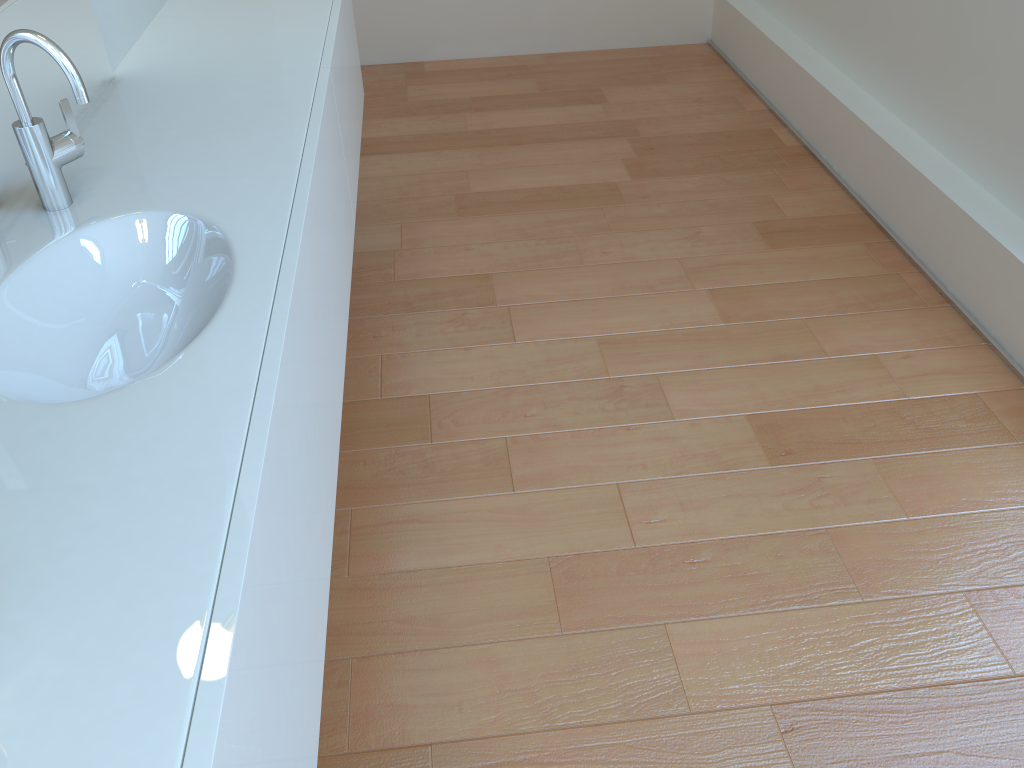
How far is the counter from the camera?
0.7m

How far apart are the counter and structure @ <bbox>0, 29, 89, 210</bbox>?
0.0m

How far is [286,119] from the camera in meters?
1.6 m

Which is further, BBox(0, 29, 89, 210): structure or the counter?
BBox(0, 29, 89, 210): structure

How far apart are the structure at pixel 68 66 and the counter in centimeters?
1cm

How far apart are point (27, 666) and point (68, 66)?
0.8 meters

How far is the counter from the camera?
0.7m

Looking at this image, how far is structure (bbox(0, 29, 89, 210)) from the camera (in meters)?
1.19

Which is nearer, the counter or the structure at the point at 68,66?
the counter
